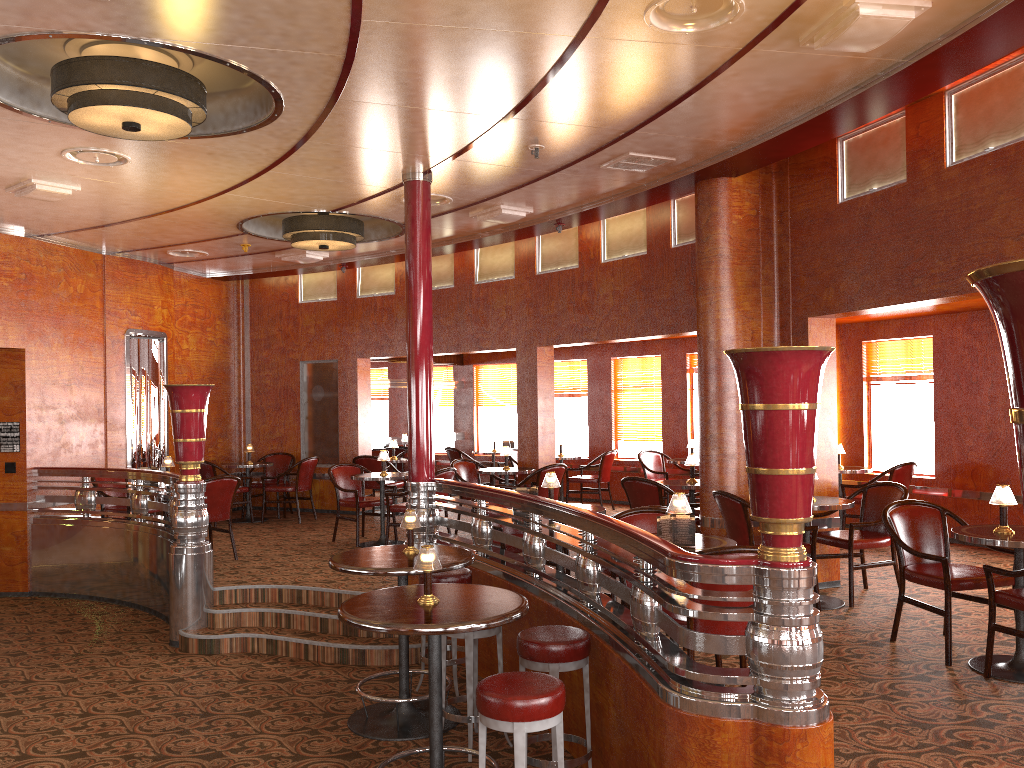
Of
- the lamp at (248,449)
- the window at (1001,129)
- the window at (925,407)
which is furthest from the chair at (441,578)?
the lamp at (248,449)

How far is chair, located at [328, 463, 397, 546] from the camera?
9.07m

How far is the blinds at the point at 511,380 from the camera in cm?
1365

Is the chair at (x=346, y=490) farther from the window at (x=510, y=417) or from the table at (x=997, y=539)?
the table at (x=997, y=539)

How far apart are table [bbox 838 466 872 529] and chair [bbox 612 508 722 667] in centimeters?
435cm

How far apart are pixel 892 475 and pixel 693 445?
2.6m

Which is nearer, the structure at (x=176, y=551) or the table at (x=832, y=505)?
the table at (x=832, y=505)

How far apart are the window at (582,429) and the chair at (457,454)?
1.55m

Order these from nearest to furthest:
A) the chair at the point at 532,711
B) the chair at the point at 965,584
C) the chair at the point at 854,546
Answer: the chair at the point at 532,711 < the chair at the point at 965,584 < the chair at the point at 854,546

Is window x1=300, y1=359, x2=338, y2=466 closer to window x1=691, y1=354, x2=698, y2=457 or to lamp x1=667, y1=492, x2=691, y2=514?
window x1=691, y1=354, x2=698, y2=457
